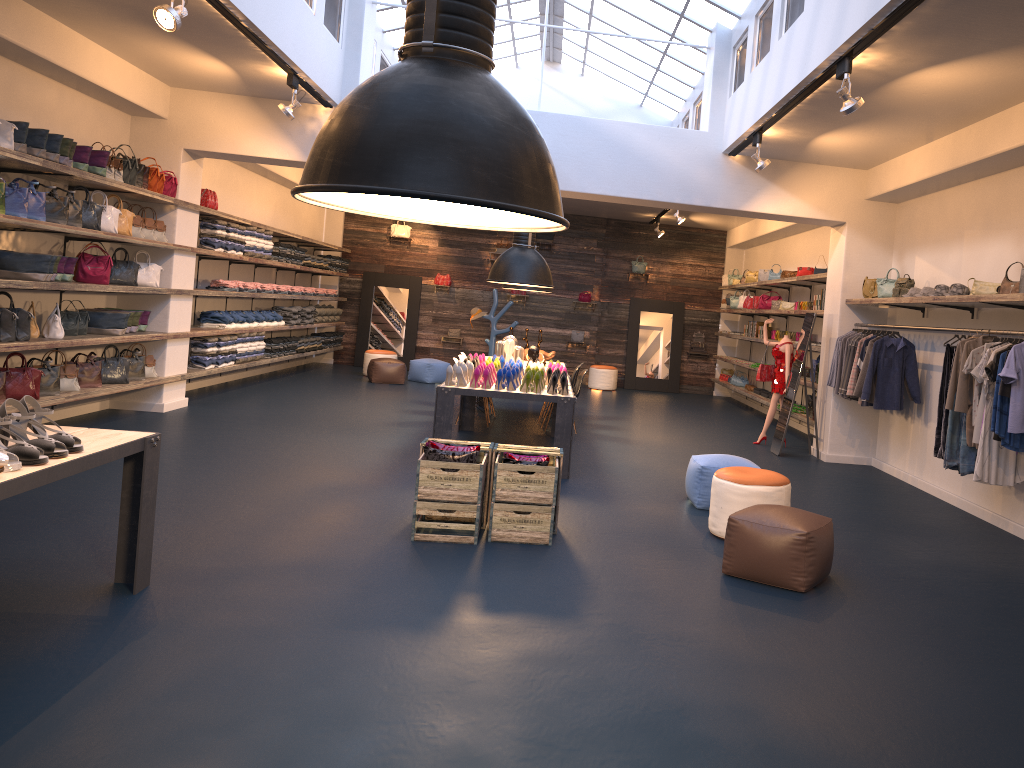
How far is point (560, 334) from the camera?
18.1 meters

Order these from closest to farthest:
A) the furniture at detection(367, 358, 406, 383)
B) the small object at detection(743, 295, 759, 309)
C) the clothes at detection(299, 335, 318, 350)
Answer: the furniture at detection(367, 358, 406, 383) < the small object at detection(743, 295, 759, 309) < the clothes at detection(299, 335, 318, 350)

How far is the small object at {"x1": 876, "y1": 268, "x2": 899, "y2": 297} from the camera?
9.2m

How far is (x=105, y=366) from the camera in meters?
9.0

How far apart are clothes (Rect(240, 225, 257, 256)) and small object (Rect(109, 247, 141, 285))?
2.7 meters

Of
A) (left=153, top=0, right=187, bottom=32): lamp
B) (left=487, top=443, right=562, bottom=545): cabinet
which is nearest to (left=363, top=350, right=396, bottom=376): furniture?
(left=487, top=443, right=562, bottom=545): cabinet

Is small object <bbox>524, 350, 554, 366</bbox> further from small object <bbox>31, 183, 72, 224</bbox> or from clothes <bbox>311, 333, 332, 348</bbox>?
clothes <bbox>311, 333, 332, 348</bbox>

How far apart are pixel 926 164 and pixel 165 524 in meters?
7.2 m

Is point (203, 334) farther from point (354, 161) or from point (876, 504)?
point (354, 161)

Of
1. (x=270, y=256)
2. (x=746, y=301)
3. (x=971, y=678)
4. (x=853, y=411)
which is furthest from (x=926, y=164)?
(x=270, y=256)
